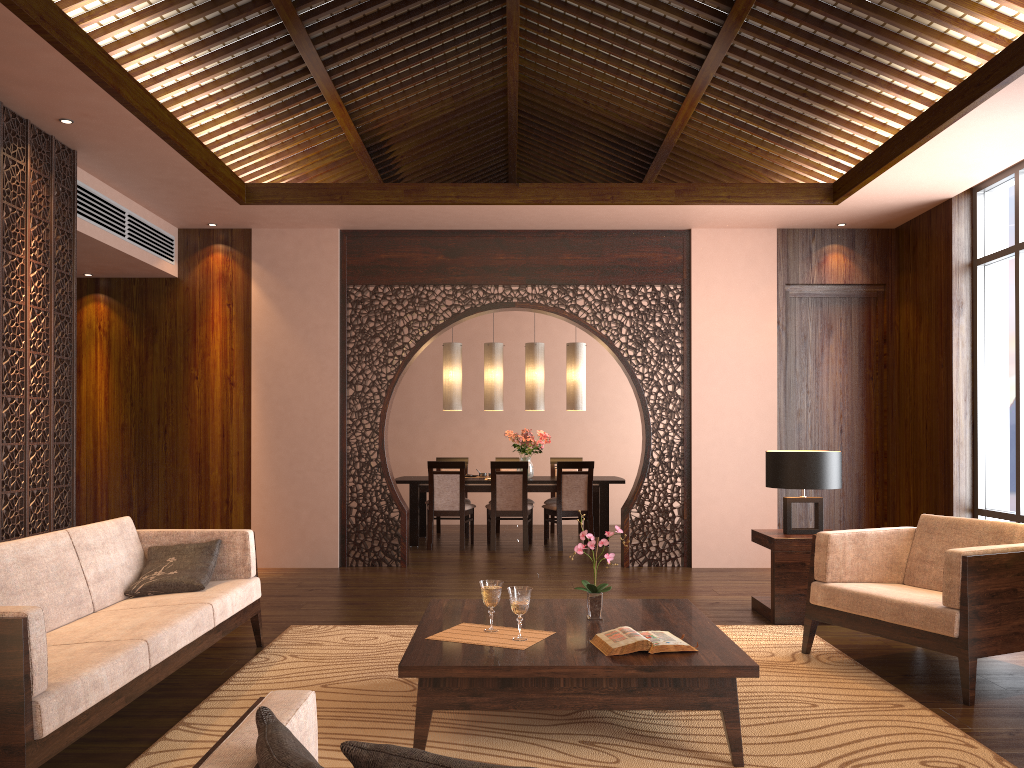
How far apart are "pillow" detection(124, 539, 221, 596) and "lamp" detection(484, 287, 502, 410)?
4.9m

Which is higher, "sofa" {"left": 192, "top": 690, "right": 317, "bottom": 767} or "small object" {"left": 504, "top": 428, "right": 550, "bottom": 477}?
"small object" {"left": 504, "top": 428, "right": 550, "bottom": 477}

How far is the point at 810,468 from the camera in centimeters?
514cm

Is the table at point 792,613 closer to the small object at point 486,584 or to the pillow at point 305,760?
the small object at point 486,584

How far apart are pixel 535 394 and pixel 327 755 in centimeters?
628cm

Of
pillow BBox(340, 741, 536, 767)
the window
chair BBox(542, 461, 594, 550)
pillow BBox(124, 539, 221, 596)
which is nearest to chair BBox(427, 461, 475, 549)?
chair BBox(542, 461, 594, 550)

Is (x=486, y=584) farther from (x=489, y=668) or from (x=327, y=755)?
(x=327, y=755)

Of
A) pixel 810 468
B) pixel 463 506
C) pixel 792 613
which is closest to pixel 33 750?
pixel 792 613

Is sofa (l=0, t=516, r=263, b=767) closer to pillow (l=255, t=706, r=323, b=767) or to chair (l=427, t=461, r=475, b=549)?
pillow (l=255, t=706, r=323, b=767)

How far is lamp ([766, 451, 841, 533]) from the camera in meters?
5.1 m
